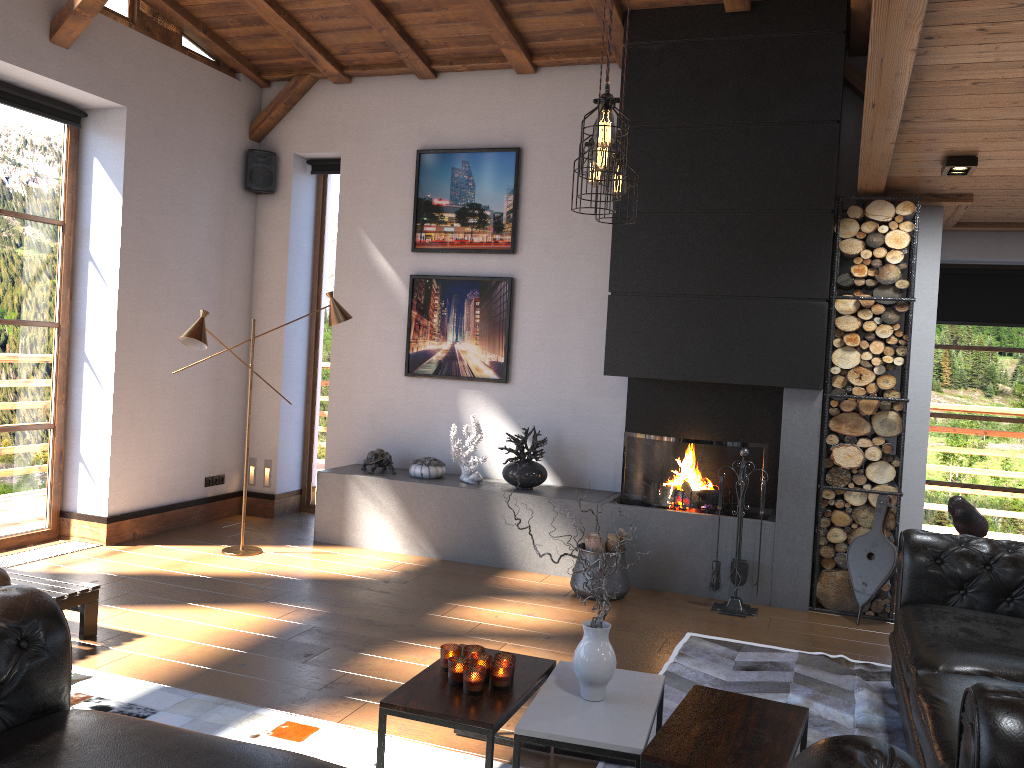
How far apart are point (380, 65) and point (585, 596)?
4.4 meters

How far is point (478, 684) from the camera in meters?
3.0

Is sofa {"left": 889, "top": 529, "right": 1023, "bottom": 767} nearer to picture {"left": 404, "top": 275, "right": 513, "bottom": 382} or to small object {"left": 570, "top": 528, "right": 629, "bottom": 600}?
small object {"left": 570, "top": 528, "right": 629, "bottom": 600}

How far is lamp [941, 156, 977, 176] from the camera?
4.59m

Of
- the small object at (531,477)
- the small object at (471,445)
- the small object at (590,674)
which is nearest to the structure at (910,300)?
the small object at (531,477)

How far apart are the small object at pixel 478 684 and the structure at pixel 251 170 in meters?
5.3

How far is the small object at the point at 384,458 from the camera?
6.8 meters

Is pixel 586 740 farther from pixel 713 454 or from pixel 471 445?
pixel 471 445

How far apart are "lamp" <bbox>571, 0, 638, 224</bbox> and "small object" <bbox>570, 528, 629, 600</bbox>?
2.5 meters

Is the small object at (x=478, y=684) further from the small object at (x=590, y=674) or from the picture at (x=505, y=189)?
the picture at (x=505, y=189)
